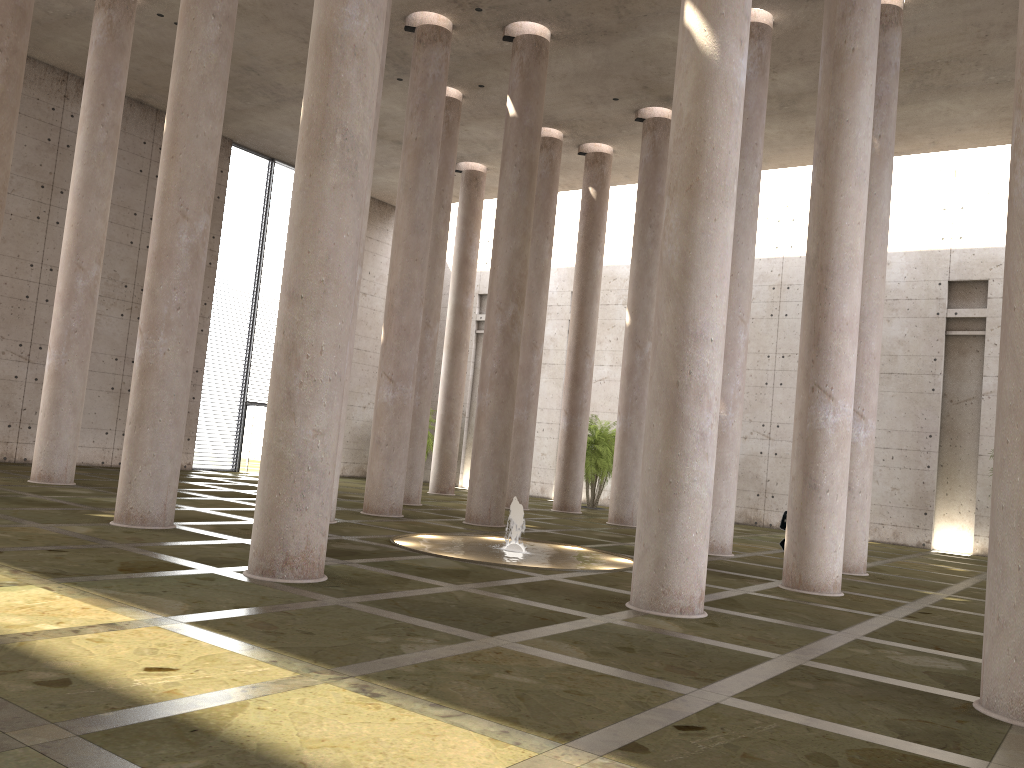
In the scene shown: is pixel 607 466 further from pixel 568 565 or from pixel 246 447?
pixel 568 565

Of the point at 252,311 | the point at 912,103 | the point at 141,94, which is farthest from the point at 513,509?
the point at 141,94

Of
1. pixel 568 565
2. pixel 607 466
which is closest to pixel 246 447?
pixel 607 466

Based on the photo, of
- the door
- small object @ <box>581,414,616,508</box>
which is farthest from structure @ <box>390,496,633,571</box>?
the door

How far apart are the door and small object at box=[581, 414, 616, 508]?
10.96m

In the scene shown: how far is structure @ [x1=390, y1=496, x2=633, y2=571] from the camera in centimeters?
1284cm

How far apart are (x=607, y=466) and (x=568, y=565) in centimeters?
1454cm

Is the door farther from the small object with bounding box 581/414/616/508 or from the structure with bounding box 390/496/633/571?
the structure with bounding box 390/496/633/571

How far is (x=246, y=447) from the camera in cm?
2868

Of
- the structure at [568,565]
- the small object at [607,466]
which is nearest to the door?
the small object at [607,466]
